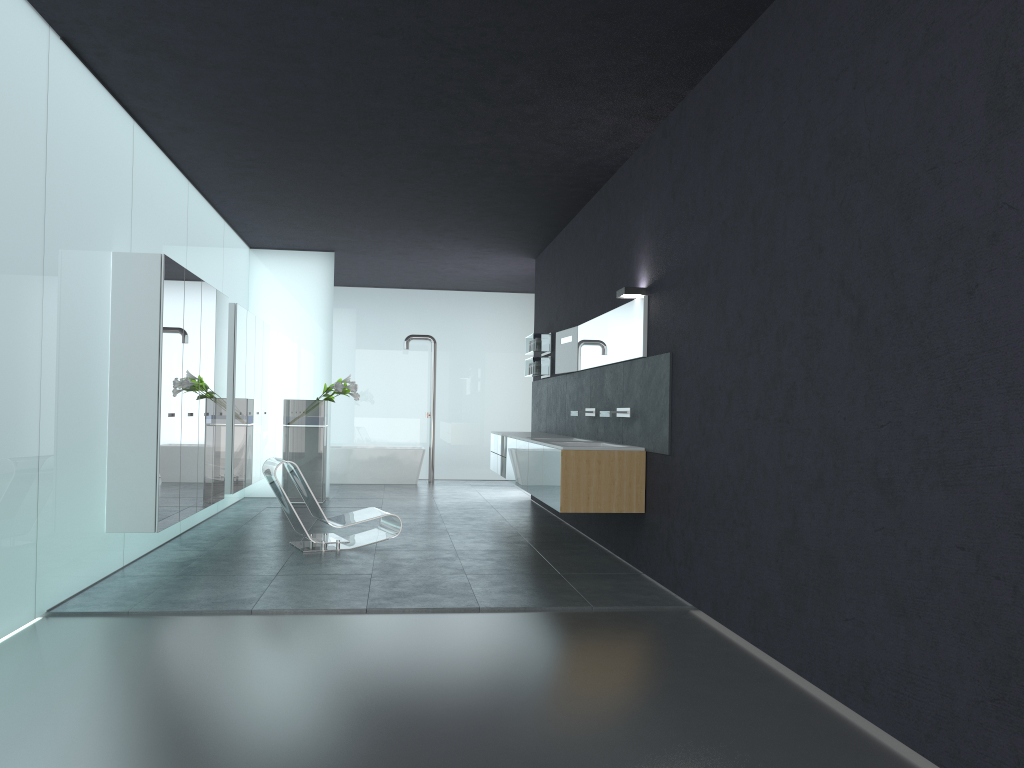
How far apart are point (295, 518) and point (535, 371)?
4.8m

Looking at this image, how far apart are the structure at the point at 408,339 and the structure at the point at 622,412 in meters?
8.8 m

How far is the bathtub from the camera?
16.16m

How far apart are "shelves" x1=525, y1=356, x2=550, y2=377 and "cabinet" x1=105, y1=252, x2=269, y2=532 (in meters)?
3.74

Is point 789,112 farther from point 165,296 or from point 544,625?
point 165,296

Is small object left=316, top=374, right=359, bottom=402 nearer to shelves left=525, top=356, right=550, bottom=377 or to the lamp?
shelves left=525, top=356, right=550, bottom=377

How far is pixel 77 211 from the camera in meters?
6.2 m

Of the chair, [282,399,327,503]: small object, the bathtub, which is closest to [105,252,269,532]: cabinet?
[282,399,327,503]: small object

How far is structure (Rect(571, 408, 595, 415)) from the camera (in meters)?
9.48

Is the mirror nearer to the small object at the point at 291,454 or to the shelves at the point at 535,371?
the shelves at the point at 535,371
